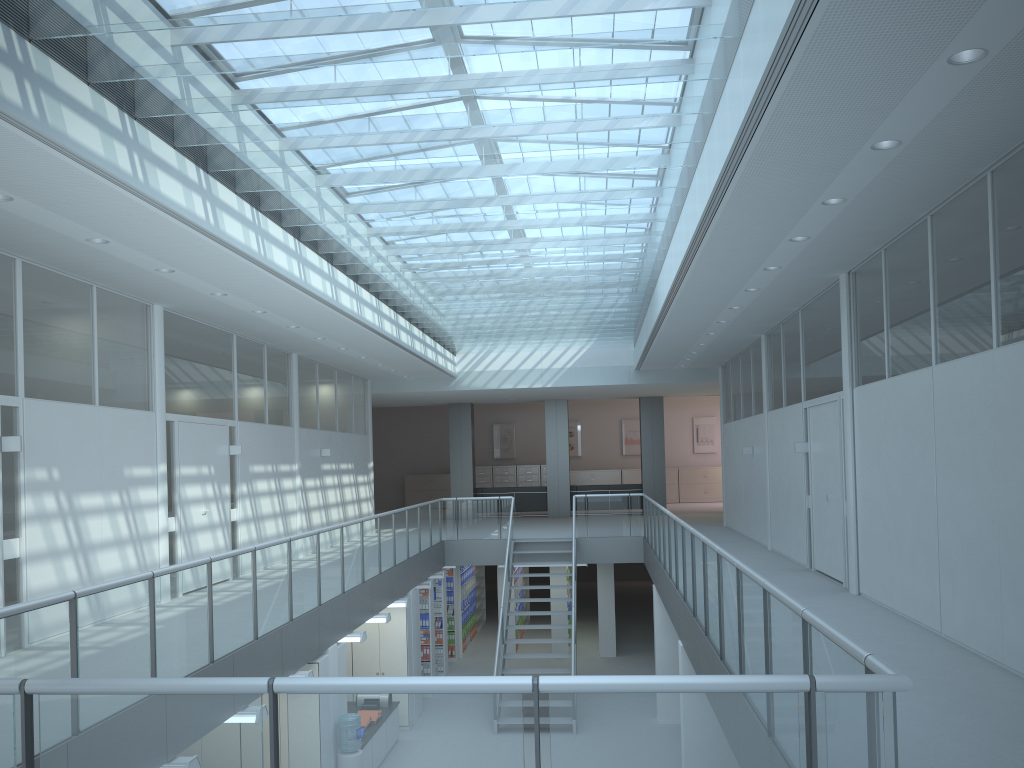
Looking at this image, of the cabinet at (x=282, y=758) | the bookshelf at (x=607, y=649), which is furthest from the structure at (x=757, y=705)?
the bookshelf at (x=607, y=649)

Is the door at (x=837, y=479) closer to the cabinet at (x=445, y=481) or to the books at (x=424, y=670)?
the books at (x=424, y=670)

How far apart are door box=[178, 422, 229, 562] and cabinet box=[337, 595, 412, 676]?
2.46m

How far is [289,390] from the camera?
13.07m

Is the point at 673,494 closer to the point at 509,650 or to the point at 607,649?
the point at 607,649

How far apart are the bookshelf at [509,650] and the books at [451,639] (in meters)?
0.95

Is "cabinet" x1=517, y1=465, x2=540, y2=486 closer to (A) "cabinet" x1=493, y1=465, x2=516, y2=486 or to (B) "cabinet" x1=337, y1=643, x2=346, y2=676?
(A) "cabinet" x1=493, y1=465, x2=516, y2=486

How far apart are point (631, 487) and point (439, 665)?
7.9 meters

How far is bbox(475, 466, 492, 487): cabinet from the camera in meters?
26.2

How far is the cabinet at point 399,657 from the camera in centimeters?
1197cm
